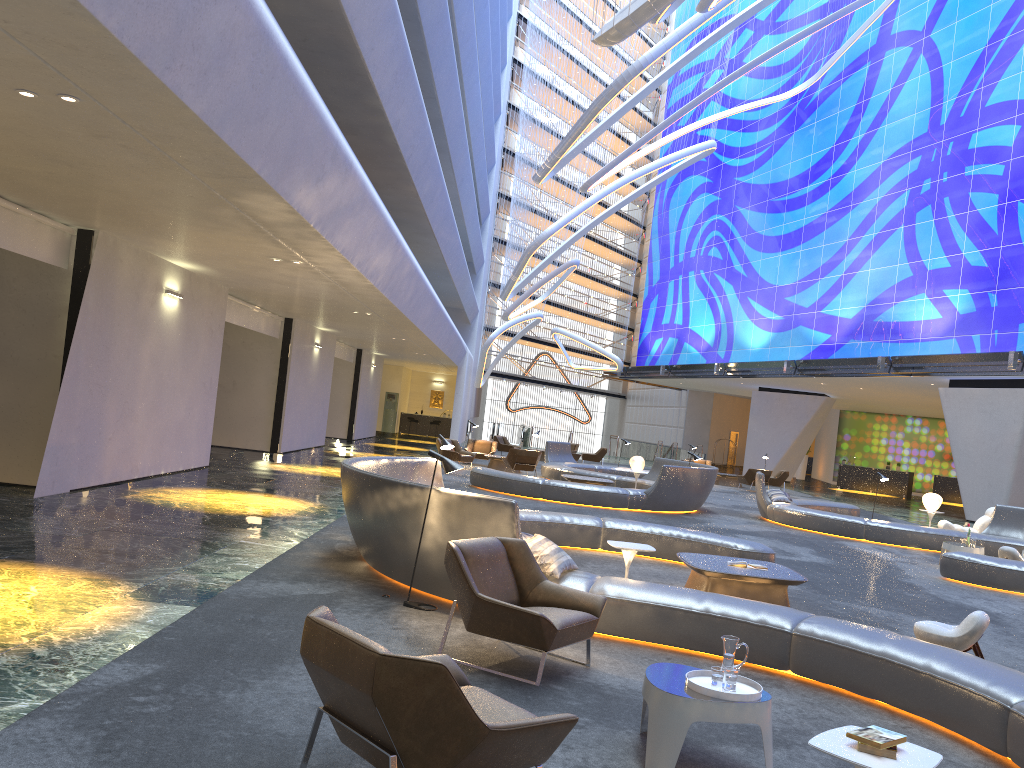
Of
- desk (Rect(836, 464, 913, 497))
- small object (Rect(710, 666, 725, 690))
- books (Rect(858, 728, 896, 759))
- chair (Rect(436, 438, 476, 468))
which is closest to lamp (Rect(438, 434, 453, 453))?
small object (Rect(710, 666, 725, 690))

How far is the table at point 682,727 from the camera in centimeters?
421cm

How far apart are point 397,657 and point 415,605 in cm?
411

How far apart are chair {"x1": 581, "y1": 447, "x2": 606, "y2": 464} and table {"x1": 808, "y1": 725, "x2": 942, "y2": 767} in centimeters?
3007cm

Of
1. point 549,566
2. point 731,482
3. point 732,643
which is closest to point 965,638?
point 549,566

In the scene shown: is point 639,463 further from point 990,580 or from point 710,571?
point 710,571

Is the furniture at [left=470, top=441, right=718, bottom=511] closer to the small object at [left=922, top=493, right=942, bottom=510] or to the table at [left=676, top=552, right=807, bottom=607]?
the small object at [left=922, top=493, right=942, bottom=510]

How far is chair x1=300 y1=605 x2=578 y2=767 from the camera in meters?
3.1 m

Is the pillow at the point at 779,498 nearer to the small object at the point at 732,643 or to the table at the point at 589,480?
the table at the point at 589,480

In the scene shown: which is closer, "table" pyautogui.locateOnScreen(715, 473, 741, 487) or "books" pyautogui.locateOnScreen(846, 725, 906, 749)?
"books" pyautogui.locateOnScreen(846, 725, 906, 749)
